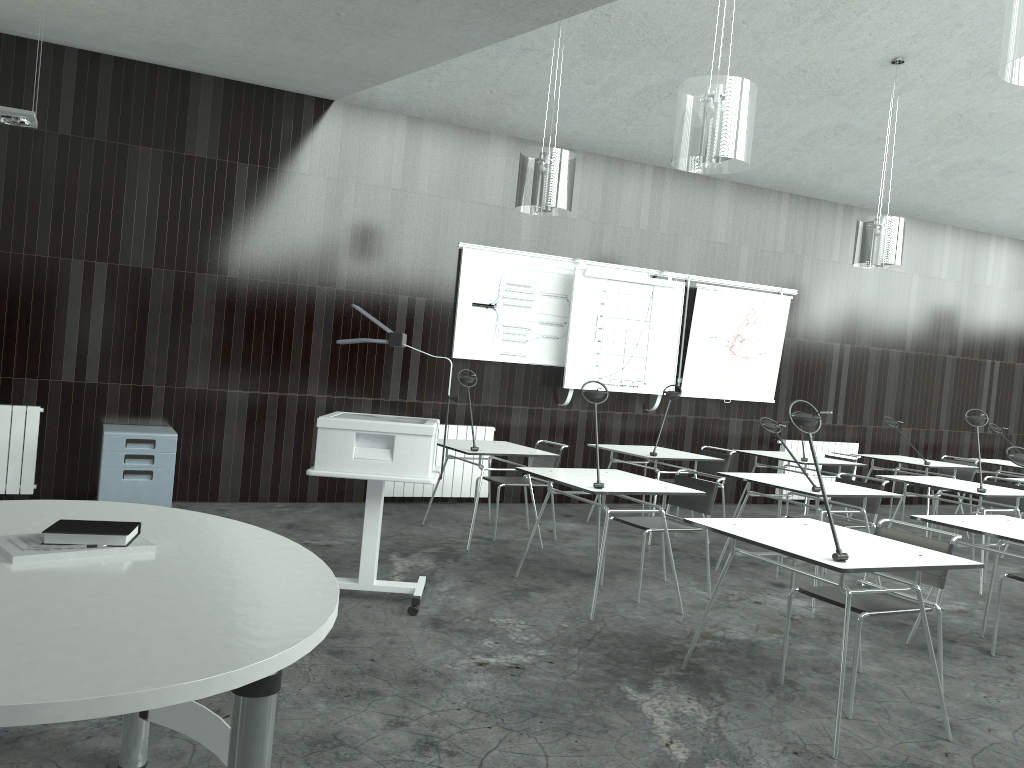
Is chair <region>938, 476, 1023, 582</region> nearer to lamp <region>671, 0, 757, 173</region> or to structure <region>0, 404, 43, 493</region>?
lamp <region>671, 0, 757, 173</region>

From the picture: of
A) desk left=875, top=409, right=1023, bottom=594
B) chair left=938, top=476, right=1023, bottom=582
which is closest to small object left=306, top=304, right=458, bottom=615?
desk left=875, top=409, right=1023, bottom=594

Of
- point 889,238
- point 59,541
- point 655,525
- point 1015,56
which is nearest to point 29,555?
point 59,541

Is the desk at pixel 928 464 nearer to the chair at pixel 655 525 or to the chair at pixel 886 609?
the chair at pixel 655 525

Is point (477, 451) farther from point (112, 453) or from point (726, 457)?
point (112, 453)

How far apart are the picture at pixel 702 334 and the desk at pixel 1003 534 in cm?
422

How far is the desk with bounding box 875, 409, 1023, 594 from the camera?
5.8 meters

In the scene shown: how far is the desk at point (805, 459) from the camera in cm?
717

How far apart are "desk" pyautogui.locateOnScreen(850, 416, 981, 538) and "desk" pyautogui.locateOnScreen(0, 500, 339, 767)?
6.9m

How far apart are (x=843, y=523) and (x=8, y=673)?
5.2 meters
